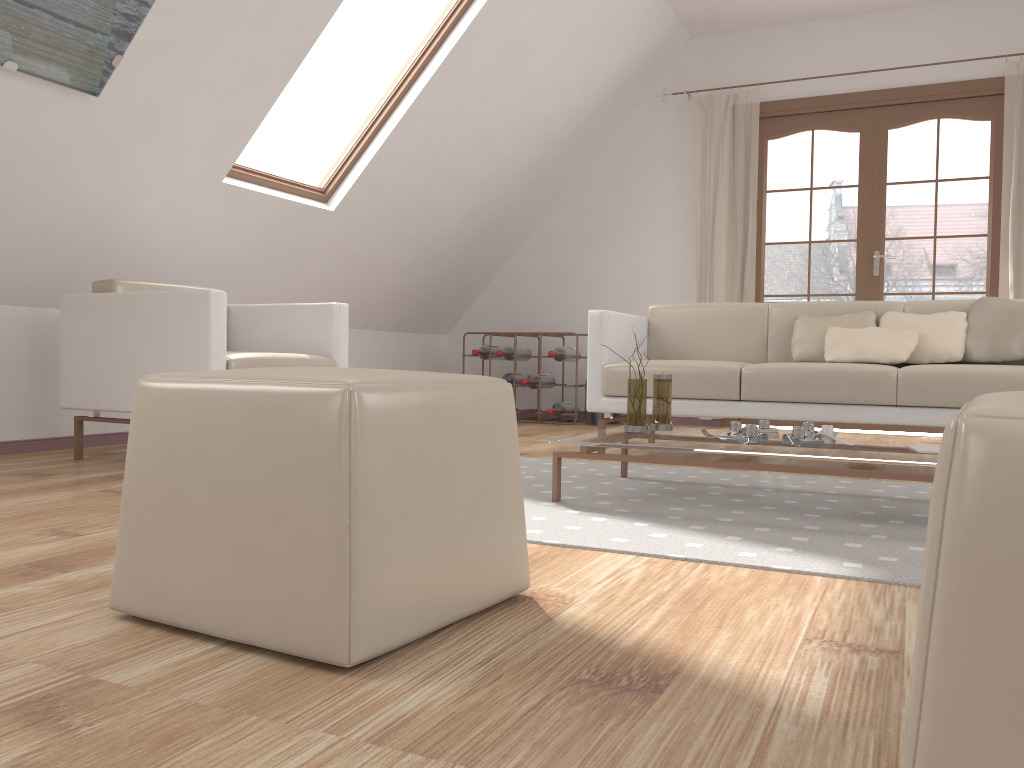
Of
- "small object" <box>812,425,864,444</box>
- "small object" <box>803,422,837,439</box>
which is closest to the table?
"small object" <box>812,425,864,444</box>

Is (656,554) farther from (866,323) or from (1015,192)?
(1015,192)

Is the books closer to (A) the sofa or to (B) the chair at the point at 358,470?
(A) the sofa

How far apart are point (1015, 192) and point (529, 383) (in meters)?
3.07

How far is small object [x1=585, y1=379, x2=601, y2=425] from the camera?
5.8 meters

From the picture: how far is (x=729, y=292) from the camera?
5.77m

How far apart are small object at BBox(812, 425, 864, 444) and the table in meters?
0.0

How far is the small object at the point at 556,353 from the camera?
5.81m

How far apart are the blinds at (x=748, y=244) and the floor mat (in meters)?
2.61

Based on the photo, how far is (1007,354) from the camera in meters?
3.3
